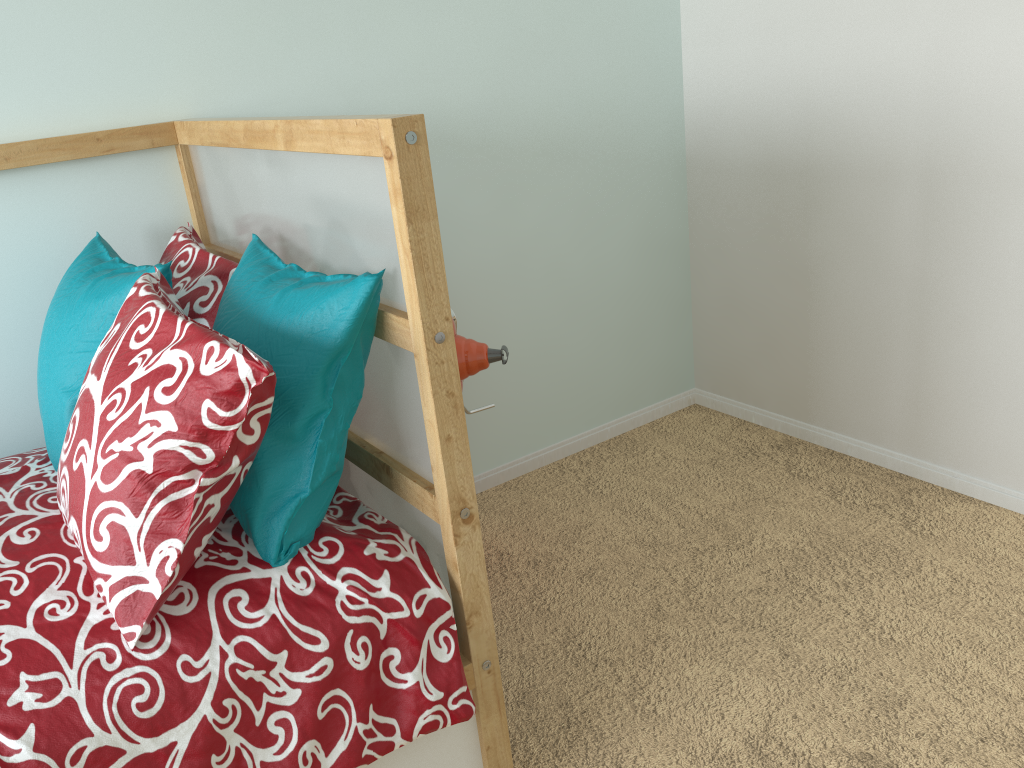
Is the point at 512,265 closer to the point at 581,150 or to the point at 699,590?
the point at 581,150

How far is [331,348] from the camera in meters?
1.1 m

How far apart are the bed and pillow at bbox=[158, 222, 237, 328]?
0.0m

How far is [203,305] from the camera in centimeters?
135cm

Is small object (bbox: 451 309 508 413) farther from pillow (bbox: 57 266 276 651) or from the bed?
pillow (bbox: 57 266 276 651)

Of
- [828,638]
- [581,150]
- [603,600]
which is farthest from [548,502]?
[581,150]

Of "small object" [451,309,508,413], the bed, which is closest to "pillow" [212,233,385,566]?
the bed

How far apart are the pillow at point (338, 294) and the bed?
0.0m

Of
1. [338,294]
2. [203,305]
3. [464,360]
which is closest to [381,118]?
[338,294]

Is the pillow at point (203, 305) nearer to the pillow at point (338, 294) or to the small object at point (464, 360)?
the pillow at point (338, 294)
